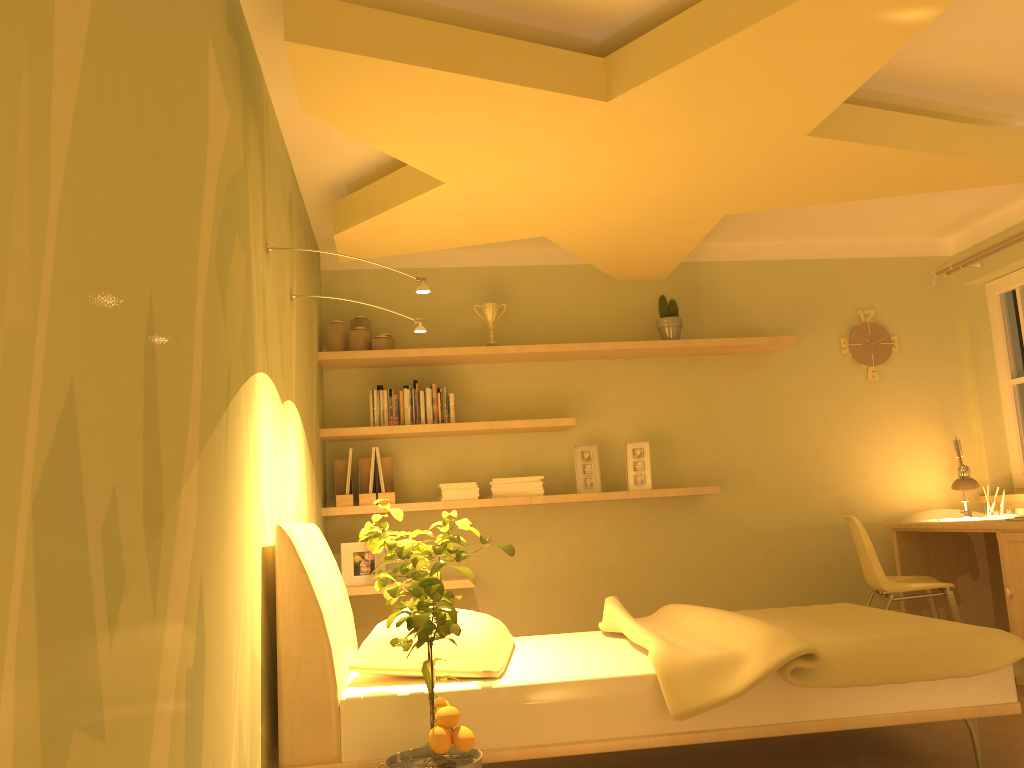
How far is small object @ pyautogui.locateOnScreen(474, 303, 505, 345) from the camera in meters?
4.9 m

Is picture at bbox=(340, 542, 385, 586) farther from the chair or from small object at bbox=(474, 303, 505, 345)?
the chair

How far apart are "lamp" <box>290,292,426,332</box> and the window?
3.6m

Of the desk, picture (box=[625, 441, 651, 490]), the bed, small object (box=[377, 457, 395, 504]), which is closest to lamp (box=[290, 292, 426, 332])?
the bed

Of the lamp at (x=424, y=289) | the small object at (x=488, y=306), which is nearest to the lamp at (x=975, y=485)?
the small object at (x=488, y=306)

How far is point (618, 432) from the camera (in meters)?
5.01

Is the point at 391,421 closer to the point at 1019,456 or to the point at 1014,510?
the point at 1014,510

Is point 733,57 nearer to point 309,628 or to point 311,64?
point 311,64

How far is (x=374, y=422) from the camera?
4.6 meters

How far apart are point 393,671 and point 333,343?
2.30m
